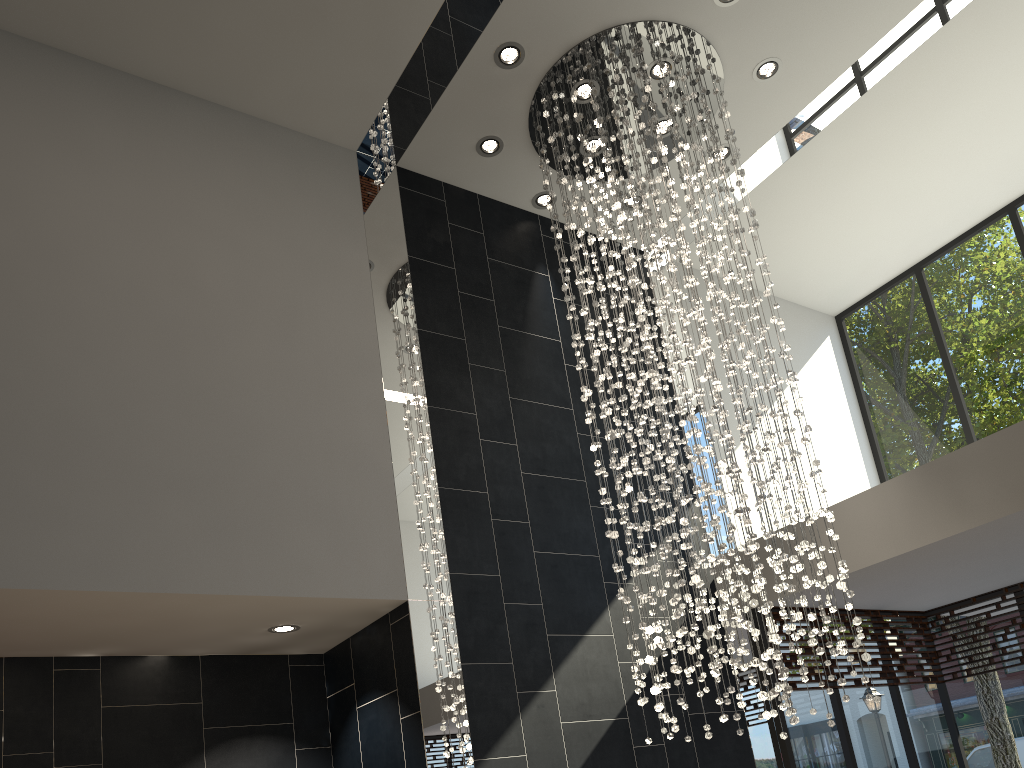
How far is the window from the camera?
6.7 meters

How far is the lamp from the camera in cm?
475

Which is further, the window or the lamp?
the window

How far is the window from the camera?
6.69m

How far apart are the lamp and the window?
1.2 meters

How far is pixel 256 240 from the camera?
5.4 meters

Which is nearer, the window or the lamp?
the lamp

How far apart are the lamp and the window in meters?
1.2

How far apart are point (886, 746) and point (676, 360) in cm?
400
